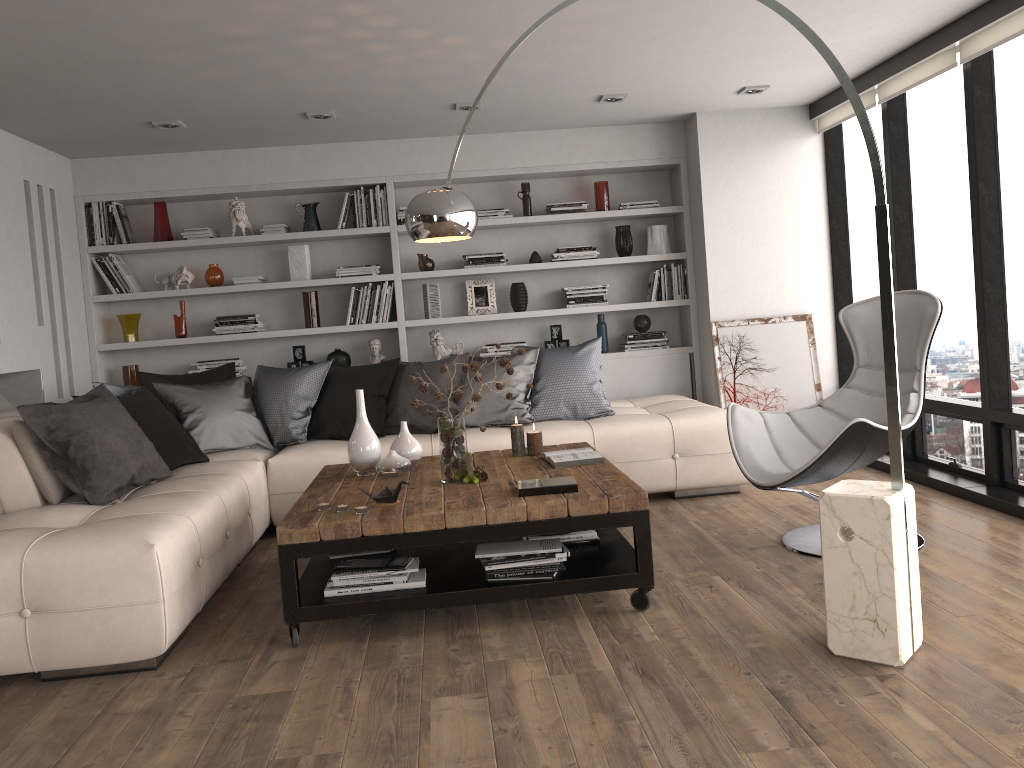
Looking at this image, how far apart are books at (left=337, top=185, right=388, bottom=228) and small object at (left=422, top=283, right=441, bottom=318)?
0.54m

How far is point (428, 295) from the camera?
6.4m

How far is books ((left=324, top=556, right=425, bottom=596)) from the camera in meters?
3.3

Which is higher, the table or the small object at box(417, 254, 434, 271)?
the small object at box(417, 254, 434, 271)

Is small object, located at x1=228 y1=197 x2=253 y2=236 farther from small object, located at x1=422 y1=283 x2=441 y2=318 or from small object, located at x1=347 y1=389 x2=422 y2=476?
small object, located at x1=347 y1=389 x2=422 y2=476

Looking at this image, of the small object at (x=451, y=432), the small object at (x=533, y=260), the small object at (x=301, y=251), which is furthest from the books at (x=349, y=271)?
the small object at (x=451, y=432)

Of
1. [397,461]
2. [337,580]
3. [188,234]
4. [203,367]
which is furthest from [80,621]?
[188,234]

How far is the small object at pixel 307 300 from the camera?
6.31m

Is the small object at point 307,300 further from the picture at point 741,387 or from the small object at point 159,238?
the picture at point 741,387

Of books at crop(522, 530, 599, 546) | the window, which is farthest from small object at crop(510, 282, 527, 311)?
books at crop(522, 530, 599, 546)
